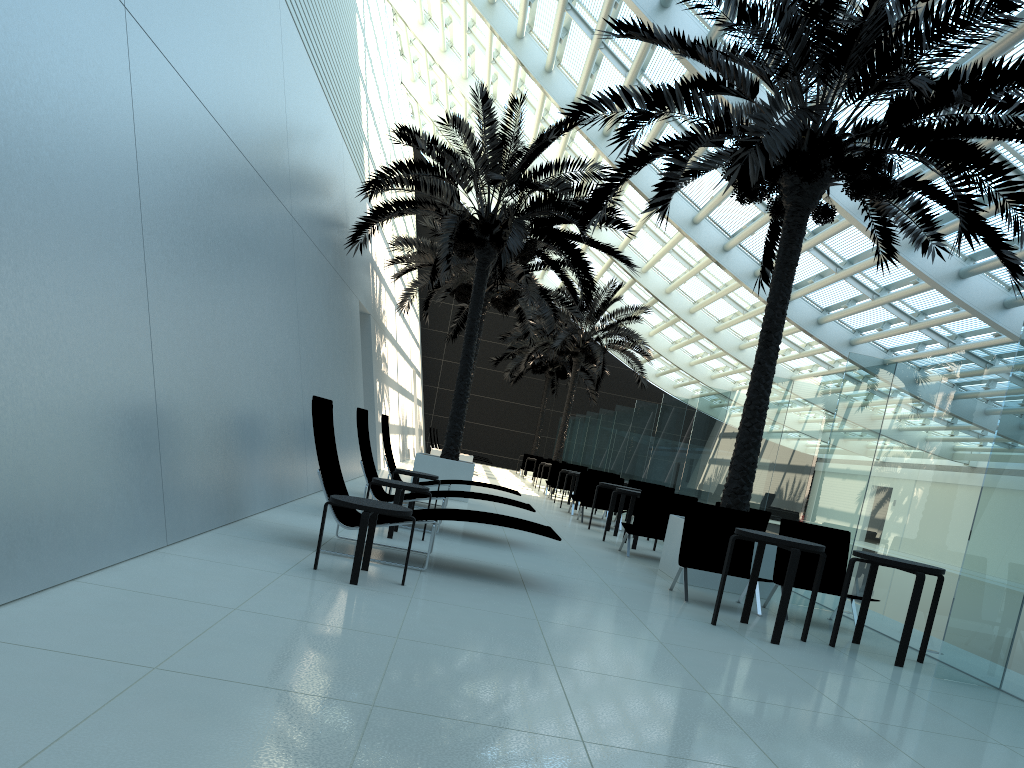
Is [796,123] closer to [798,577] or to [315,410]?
[798,577]

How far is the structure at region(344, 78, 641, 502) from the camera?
13.78m

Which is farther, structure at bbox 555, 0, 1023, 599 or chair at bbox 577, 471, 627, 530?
chair at bbox 577, 471, 627, 530

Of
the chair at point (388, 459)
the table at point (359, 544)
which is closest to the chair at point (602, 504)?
the chair at point (388, 459)

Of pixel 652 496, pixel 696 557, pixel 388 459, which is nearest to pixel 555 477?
pixel 388 459

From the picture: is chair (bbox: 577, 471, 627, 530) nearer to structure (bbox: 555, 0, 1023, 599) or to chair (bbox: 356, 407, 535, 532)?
structure (bbox: 555, 0, 1023, 599)

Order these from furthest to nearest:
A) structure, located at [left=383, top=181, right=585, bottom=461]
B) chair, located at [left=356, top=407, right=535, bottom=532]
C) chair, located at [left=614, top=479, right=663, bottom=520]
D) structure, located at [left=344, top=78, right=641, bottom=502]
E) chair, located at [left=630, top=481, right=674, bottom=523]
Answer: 1. structure, located at [left=383, top=181, right=585, bottom=461]
2. chair, located at [left=614, top=479, right=663, bottom=520]
3. chair, located at [left=630, top=481, right=674, bottom=523]
4. structure, located at [left=344, top=78, right=641, bottom=502]
5. chair, located at [left=356, top=407, right=535, bottom=532]

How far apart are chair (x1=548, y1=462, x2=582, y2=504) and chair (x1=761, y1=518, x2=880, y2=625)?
12.9m

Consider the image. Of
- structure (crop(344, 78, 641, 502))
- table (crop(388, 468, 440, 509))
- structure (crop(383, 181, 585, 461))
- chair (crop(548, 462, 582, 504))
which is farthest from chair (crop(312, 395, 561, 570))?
chair (crop(548, 462, 582, 504))

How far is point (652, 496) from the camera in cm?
1057
